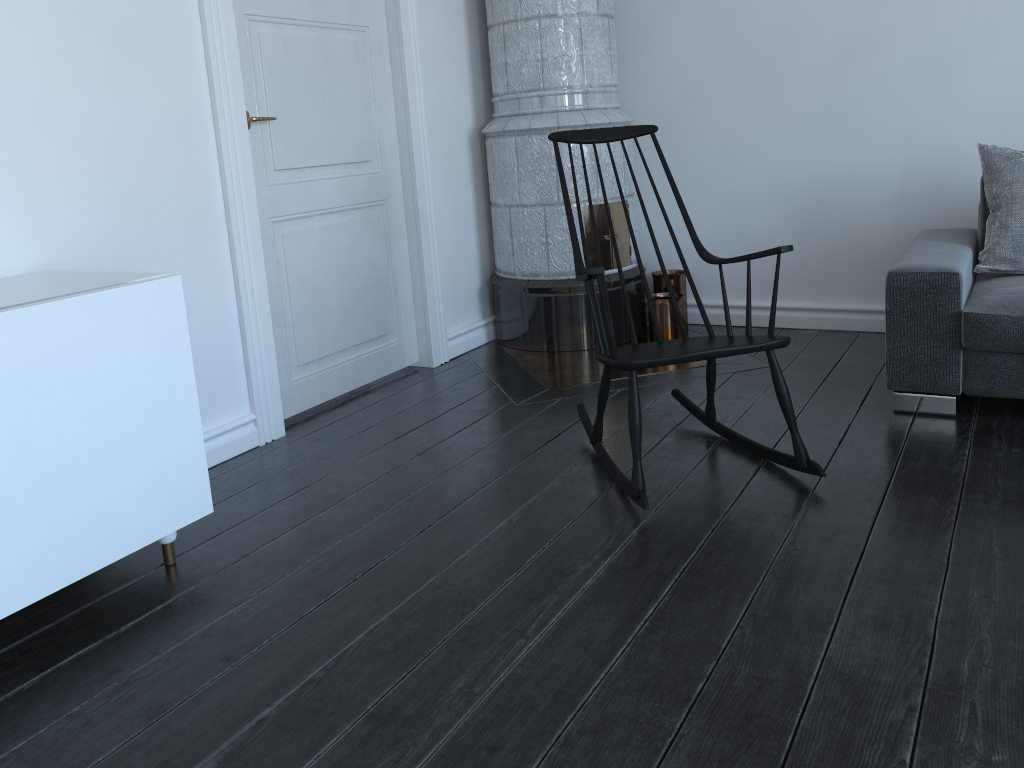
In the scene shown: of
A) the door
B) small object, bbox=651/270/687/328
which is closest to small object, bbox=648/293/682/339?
small object, bbox=651/270/687/328

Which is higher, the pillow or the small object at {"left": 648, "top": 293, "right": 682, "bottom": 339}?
the pillow

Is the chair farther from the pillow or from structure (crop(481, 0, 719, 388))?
the pillow

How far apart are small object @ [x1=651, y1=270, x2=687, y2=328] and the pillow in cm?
139

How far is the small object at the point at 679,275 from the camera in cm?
422

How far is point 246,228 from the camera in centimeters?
297cm

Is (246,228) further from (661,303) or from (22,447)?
(661,303)

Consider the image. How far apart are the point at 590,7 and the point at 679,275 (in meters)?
1.26

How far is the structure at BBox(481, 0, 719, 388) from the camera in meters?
3.8 m

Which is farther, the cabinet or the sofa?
the sofa
